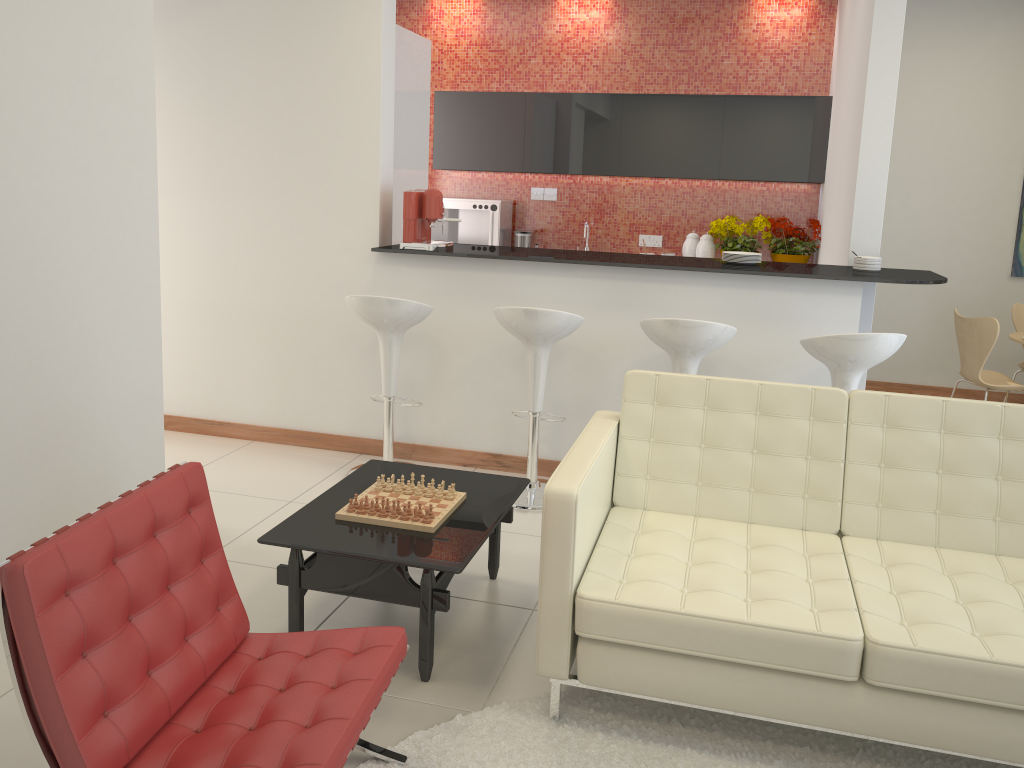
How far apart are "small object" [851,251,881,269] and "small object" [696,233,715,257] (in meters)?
2.41

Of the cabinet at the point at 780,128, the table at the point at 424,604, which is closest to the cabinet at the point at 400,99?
the cabinet at the point at 780,128

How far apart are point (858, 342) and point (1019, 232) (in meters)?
3.99

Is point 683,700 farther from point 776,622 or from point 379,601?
point 379,601

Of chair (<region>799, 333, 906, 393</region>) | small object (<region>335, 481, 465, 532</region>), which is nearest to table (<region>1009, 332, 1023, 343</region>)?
chair (<region>799, 333, 906, 393</region>)

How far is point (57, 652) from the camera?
1.8m

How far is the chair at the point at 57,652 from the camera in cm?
181

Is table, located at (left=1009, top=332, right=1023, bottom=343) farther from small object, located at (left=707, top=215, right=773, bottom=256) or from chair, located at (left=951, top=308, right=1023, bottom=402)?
small object, located at (left=707, top=215, right=773, bottom=256)

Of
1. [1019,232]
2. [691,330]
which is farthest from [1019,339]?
[691,330]

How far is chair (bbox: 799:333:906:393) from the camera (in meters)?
3.83
